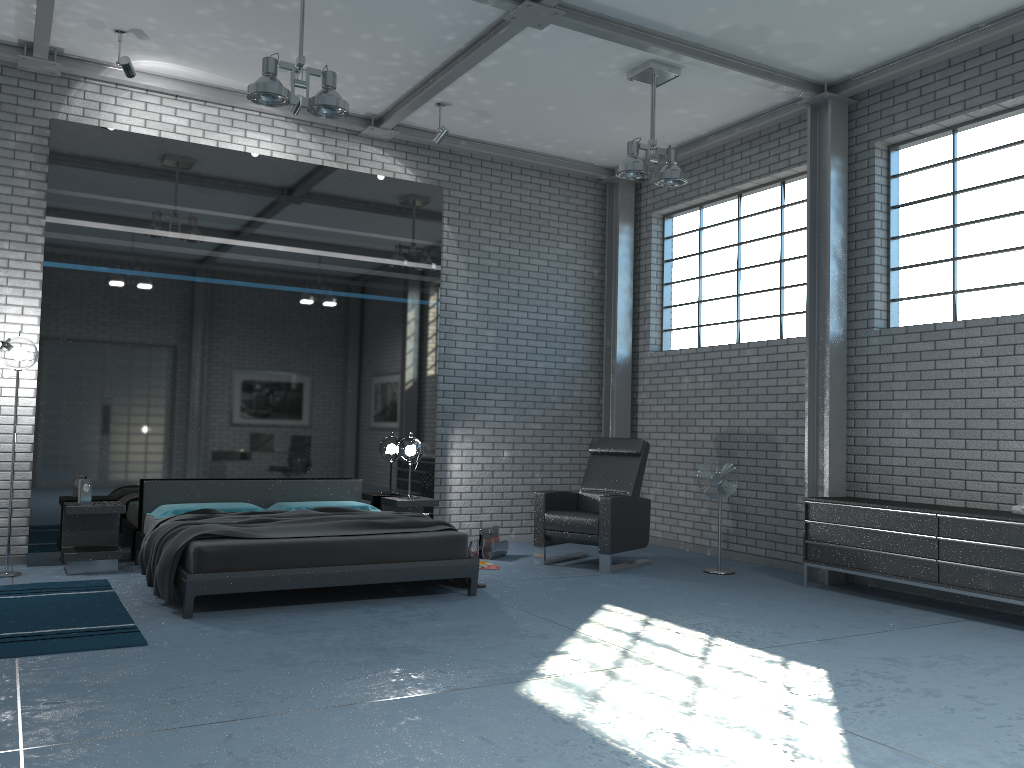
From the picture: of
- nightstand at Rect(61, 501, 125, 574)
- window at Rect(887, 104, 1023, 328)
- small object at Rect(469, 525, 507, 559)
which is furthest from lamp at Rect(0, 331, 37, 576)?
window at Rect(887, 104, 1023, 328)

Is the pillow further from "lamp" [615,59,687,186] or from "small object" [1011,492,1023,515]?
"small object" [1011,492,1023,515]

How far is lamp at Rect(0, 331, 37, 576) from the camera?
6.4m

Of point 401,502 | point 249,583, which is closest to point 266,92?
point 249,583

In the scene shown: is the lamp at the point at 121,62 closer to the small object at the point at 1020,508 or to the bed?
the bed

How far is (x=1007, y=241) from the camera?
6.3 meters

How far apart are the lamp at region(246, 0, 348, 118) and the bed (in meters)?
2.66

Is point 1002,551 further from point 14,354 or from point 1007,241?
point 14,354

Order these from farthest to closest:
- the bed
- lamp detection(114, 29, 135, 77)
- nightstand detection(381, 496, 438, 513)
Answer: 1. nightstand detection(381, 496, 438, 513)
2. lamp detection(114, 29, 135, 77)
3. the bed

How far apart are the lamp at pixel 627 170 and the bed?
2.97m
